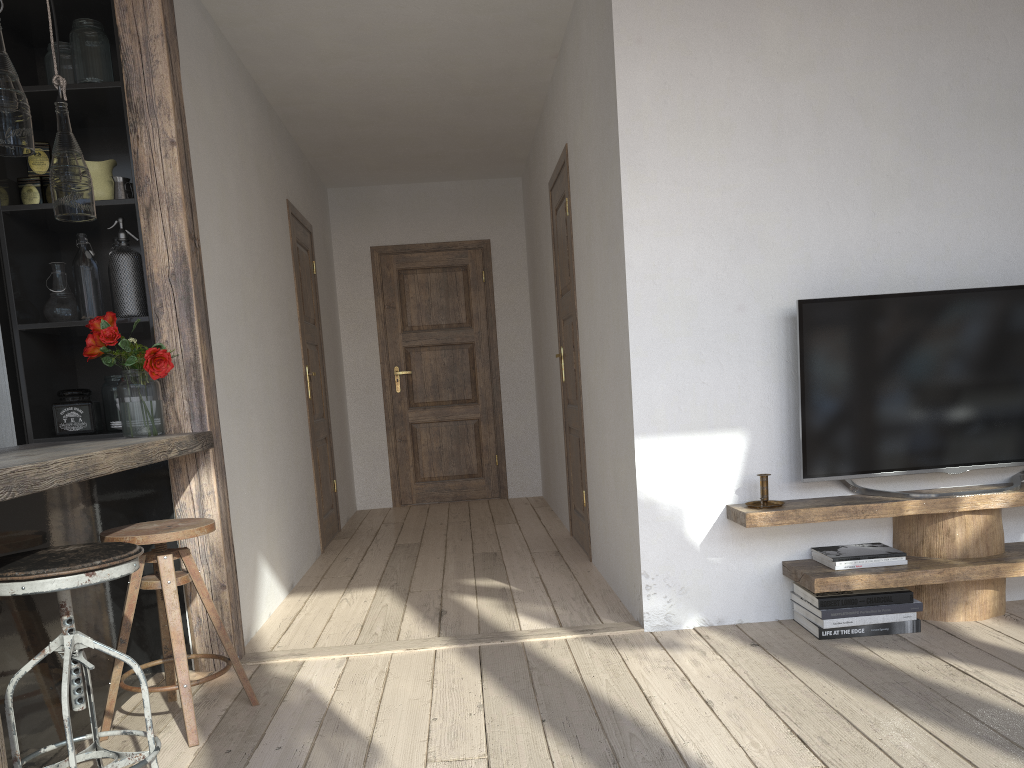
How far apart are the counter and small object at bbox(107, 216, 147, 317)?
0.5 meters

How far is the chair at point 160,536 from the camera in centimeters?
240cm

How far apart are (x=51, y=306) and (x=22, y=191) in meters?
0.4 m

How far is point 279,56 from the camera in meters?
4.3 m

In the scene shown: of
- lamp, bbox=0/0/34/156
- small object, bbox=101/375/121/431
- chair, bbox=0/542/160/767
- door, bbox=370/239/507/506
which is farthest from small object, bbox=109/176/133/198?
door, bbox=370/239/507/506

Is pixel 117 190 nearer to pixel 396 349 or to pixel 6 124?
pixel 6 124

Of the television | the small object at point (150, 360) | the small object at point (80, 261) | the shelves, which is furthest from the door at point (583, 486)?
the small object at point (80, 261)

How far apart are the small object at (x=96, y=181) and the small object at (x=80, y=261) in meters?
0.1 m

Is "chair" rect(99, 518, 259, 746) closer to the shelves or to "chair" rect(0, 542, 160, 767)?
"chair" rect(0, 542, 160, 767)

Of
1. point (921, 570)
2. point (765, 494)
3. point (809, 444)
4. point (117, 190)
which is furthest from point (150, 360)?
point (921, 570)
